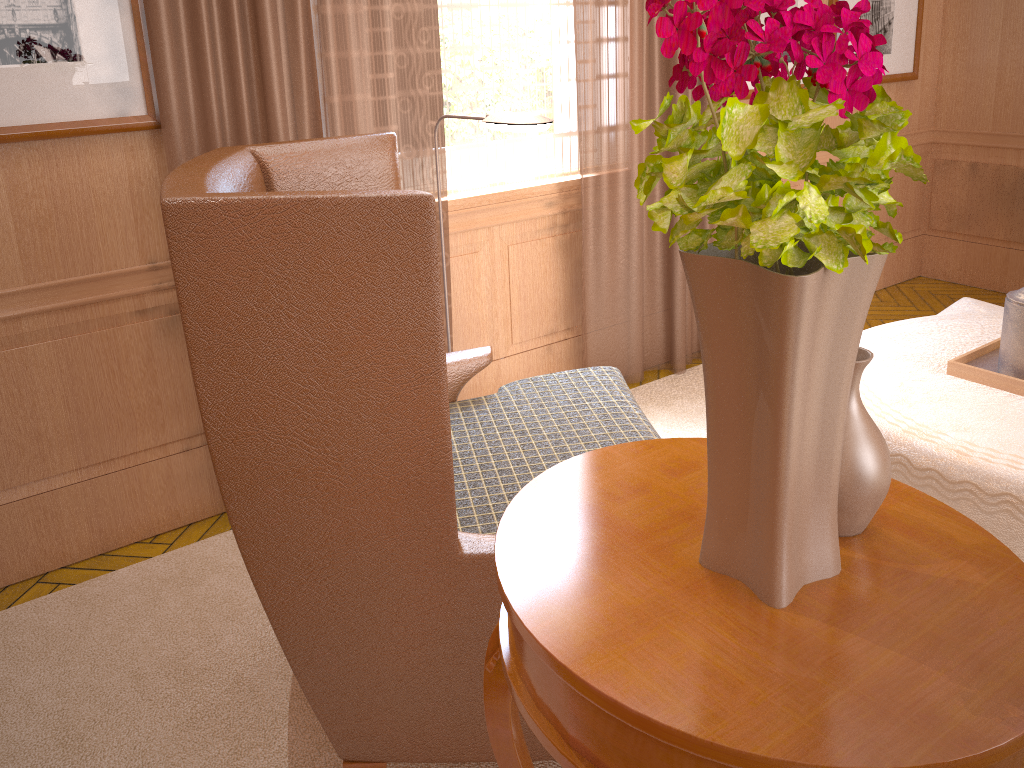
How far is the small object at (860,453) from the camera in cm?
165

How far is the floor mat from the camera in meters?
3.2

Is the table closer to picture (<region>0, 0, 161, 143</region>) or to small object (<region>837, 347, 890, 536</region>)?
small object (<region>837, 347, 890, 536</region>)

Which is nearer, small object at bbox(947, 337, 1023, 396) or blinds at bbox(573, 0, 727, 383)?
small object at bbox(947, 337, 1023, 396)

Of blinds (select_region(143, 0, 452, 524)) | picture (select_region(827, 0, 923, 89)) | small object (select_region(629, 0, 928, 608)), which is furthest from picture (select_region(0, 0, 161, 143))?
picture (select_region(827, 0, 923, 89))

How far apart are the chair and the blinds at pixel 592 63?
1.4 meters

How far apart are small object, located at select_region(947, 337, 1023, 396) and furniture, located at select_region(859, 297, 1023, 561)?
0.0m

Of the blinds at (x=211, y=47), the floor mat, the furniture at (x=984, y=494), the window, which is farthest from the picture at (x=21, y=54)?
the furniture at (x=984, y=494)

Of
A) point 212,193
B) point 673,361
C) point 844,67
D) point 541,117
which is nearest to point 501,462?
point 541,117

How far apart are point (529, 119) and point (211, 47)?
1.5 meters
